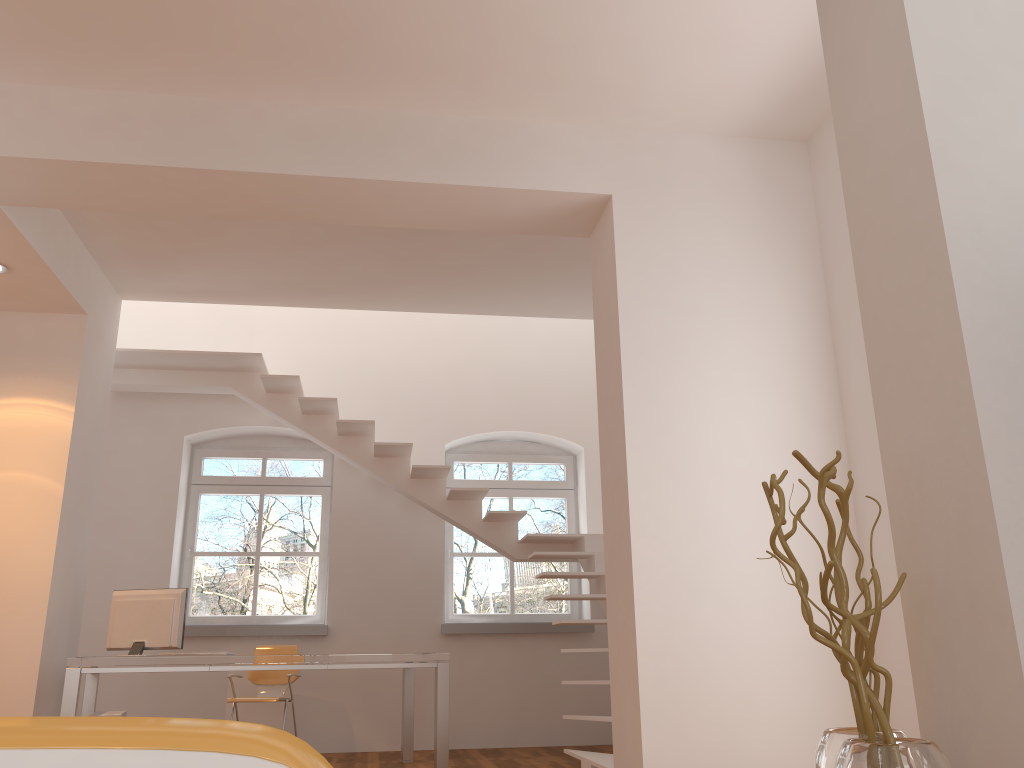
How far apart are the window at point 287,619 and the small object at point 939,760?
6.3m

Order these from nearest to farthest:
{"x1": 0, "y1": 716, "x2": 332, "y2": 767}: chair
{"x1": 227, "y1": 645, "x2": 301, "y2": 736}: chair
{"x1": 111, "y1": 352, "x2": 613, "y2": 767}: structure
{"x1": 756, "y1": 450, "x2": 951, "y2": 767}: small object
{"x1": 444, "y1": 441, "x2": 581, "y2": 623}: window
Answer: {"x1": 0, "y1": 716, "x2": 332, "y2": 767}: chair < {"x1": 756, "y1": 450, "x2": 951, "y2": 767}: small object < {"x1": 227, "y1": 645, "x2": 301, "y2": 736}: chair < {"x1": 111, "y1": 352, "x2": 613, "y2": 767}: structure < {"x1": 444, "y1": 441, "x2": 581, "y2": 623}: window

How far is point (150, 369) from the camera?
7.3m

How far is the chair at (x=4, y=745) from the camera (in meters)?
0.39

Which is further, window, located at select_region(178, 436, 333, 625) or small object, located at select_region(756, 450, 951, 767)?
window, located at select_region(178, 436, 333, 625)

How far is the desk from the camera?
5.01m

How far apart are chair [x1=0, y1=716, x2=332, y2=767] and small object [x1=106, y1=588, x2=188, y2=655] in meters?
5.6

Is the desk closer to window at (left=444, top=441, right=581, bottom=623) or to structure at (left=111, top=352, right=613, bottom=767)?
structure at (left=111, top=352, right=613, bottom=767)

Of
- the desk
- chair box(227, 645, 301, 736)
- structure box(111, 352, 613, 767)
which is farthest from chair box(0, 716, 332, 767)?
chair box(227, 645, 301, 736)

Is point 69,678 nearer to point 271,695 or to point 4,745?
point 271,695
